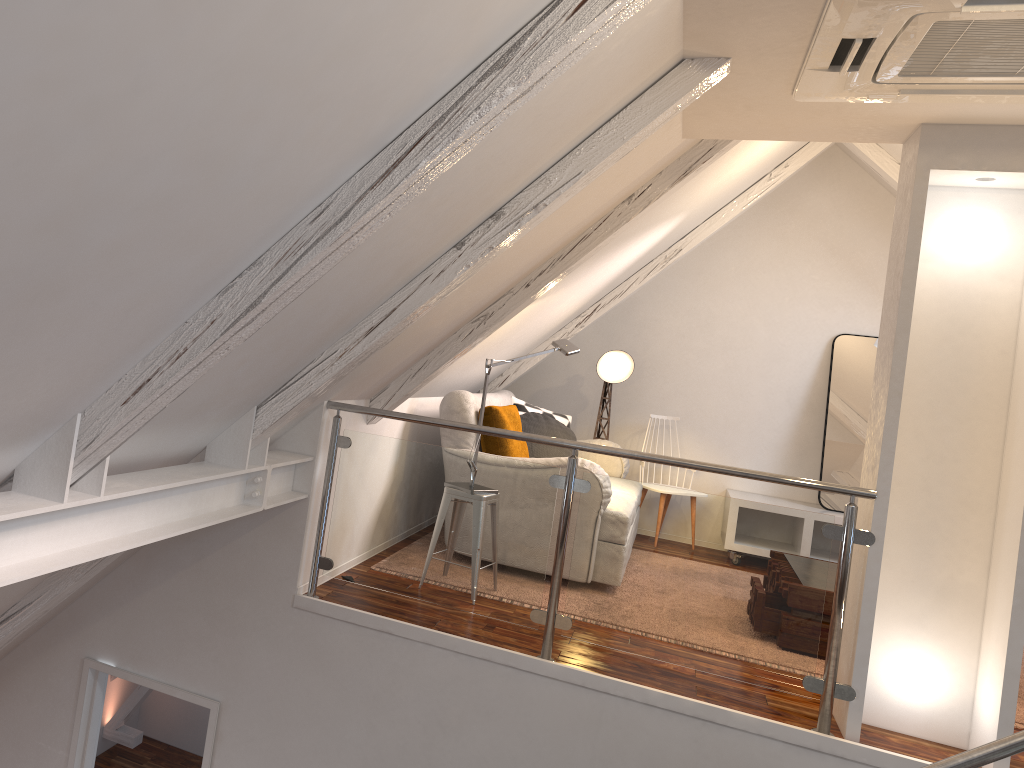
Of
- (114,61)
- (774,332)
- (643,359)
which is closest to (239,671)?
(114,61)

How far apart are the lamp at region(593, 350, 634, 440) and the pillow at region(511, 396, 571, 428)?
0.3 meters

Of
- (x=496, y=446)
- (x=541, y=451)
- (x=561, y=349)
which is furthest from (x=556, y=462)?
(x=541, y=451)

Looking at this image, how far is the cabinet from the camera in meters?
5.4

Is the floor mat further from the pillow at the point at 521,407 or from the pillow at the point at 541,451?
the pillow at the point at 521,407

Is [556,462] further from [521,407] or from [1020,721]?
[1020,721]

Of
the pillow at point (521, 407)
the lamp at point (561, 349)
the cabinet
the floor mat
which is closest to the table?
the floor mat

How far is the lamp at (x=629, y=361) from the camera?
5.6m

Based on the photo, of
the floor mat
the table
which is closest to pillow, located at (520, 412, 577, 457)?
the floor mat

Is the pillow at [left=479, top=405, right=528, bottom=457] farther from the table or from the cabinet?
the cabinet
